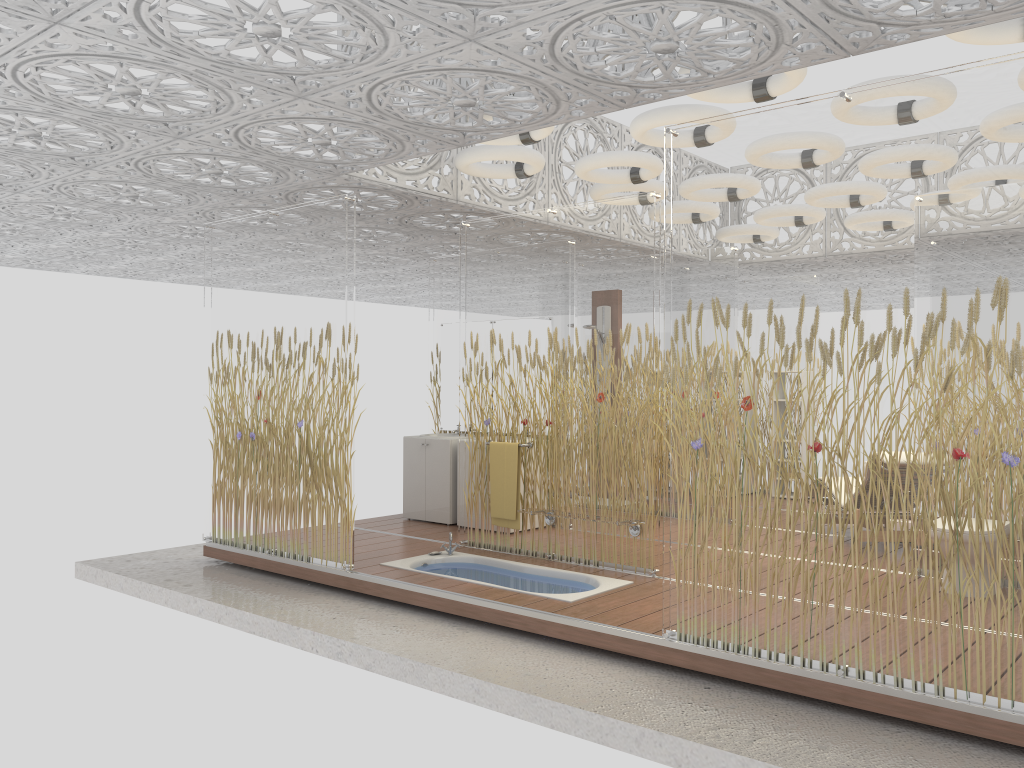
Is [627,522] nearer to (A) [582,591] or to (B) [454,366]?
(A) [582,591]

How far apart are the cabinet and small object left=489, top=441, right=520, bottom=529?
1.4 meters

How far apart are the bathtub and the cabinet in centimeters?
134cm

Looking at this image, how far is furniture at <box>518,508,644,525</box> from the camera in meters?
5.9 m

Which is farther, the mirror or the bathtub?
the mirror

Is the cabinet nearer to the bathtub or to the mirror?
the mirror

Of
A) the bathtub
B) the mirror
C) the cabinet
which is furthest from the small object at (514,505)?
the mirror

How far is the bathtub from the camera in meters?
5.8

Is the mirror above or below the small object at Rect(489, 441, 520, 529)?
above

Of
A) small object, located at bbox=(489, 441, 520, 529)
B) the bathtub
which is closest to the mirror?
small object, located at bbox=(489, 441, 520, 529)
